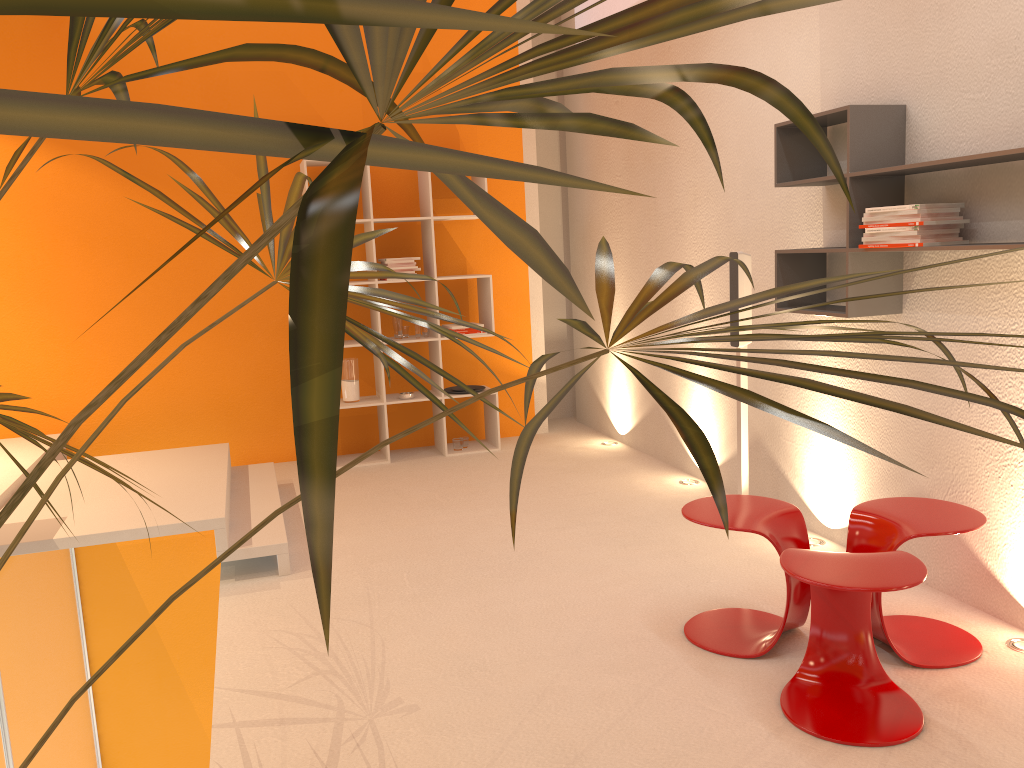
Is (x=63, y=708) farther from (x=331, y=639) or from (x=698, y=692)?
(x=331, y=639)

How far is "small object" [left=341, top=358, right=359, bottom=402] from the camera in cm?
588

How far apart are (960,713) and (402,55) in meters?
2.7 m

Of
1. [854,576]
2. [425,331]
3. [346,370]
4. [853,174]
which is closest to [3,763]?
[346,370]

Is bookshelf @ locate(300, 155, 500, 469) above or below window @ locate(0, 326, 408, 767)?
above

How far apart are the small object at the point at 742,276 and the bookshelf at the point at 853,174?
0.32m

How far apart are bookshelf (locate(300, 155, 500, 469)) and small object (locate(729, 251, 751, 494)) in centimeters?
219cm

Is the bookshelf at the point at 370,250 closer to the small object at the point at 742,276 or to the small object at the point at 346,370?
the small object at the point at 346,370

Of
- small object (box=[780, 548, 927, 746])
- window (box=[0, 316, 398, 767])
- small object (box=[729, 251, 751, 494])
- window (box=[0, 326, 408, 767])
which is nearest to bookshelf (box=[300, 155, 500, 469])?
window (box=[0, 326, 408, 767])

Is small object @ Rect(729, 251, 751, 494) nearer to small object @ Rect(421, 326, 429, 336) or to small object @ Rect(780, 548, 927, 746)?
small object @ Rect(780, 548, 927, 746)
